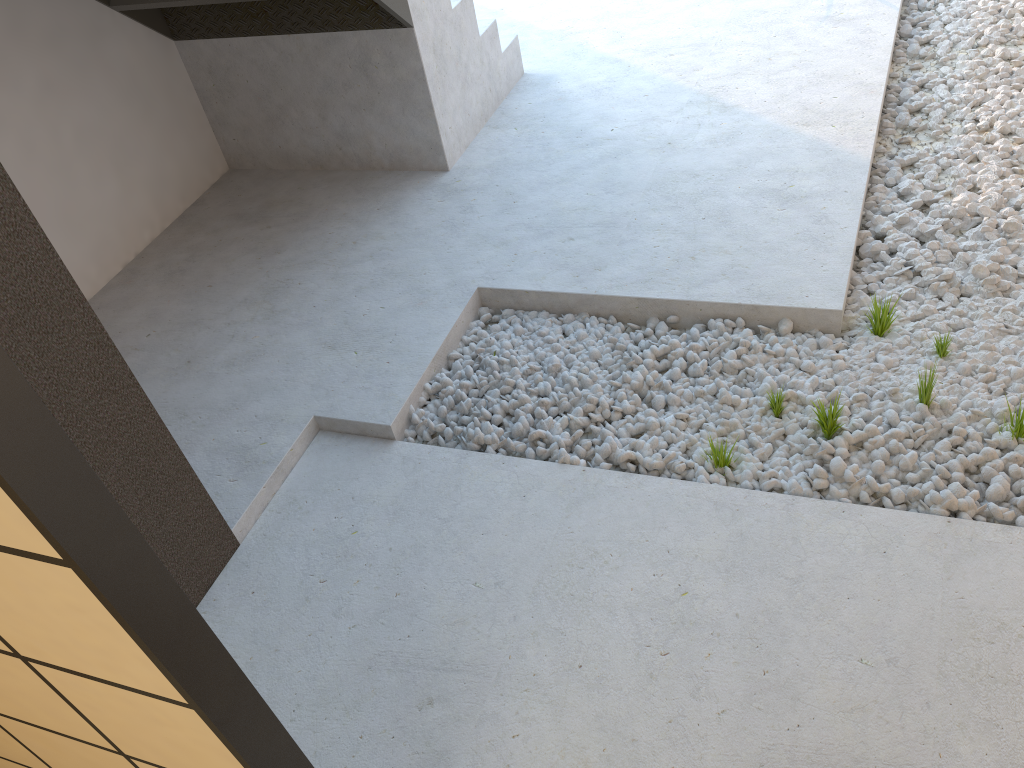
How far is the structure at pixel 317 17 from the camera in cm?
351

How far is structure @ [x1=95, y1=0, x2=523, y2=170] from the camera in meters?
3.5

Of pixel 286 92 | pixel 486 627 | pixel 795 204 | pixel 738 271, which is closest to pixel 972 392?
pixel 738 271
